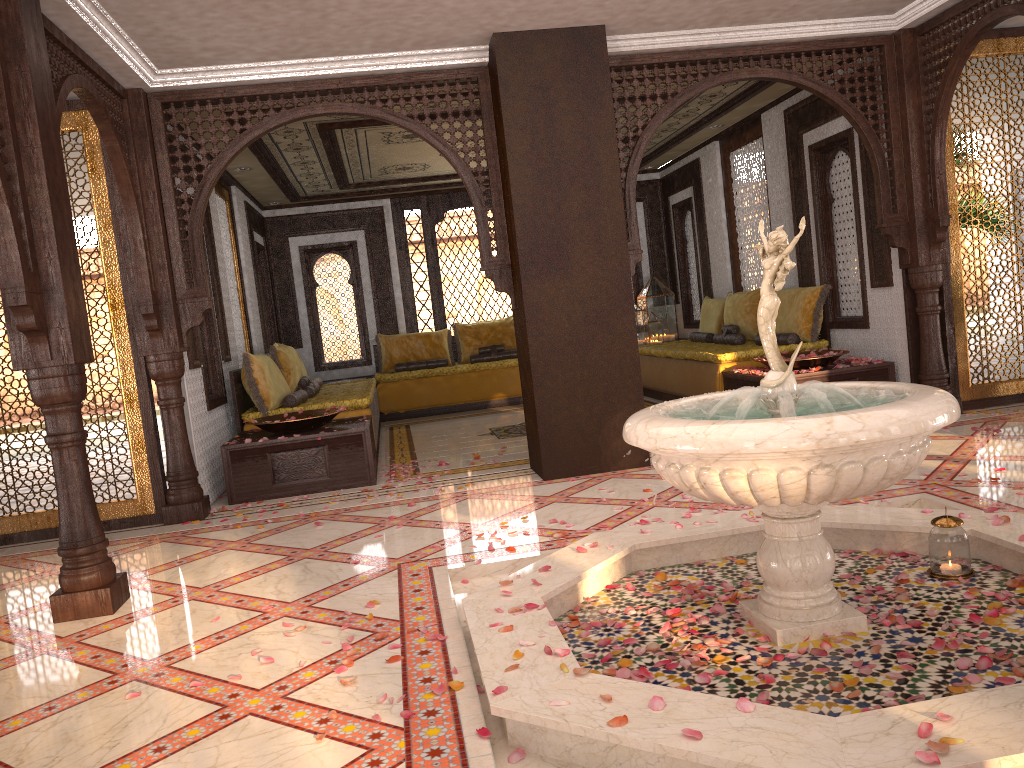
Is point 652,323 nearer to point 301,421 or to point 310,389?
point 310,389

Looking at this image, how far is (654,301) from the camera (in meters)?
11.54

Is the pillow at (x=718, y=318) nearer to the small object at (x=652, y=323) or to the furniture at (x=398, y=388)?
the small object at (x=652, y=323)

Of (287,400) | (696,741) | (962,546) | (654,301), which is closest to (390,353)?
(654,301)

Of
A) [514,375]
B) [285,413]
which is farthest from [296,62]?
[514,375]

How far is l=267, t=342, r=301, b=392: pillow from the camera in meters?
8.2 m

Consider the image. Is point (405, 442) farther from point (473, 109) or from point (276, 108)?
point (473, 109)

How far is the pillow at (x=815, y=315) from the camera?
7.8 meters

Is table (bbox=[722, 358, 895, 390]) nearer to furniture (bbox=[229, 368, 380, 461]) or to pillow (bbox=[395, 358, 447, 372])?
furniture (bbox=[229, 368, 380, 461])

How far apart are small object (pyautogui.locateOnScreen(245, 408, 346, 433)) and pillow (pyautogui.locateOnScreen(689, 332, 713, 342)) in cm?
465
